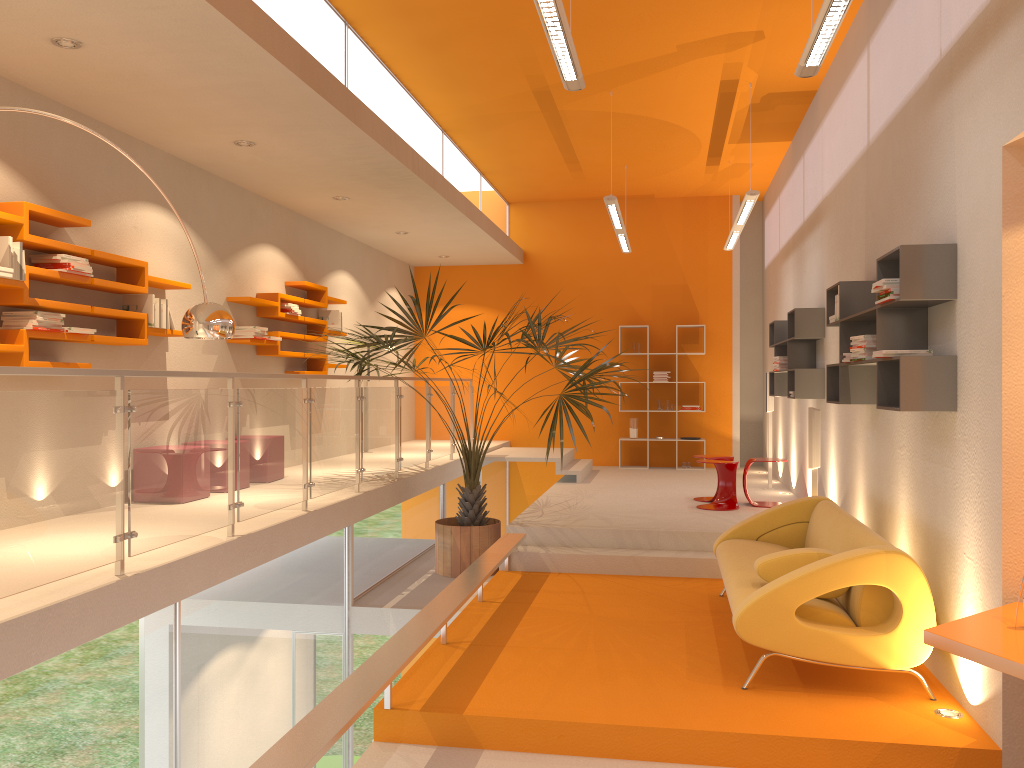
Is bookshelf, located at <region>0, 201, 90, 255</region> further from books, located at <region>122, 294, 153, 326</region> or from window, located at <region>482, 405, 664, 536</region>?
window, located at <region>482, 405, 664, 536</region>

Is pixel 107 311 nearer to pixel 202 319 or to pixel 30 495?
pixel 202 319

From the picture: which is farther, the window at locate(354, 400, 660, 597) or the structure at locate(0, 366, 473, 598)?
the window at locate(354, 400, 660, 597)

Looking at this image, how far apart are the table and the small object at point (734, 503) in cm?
480

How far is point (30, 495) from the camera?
3.3 meters

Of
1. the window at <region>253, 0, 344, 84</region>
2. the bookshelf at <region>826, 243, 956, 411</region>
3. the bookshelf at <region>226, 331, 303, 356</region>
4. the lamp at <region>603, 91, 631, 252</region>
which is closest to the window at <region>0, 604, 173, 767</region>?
the window at <region>253, 0, 344, 84</region>

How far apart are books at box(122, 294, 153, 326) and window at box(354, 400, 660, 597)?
2.15m

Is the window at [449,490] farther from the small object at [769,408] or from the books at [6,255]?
the books at [6,255]

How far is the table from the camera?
2.86m

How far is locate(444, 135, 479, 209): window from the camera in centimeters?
962cm
